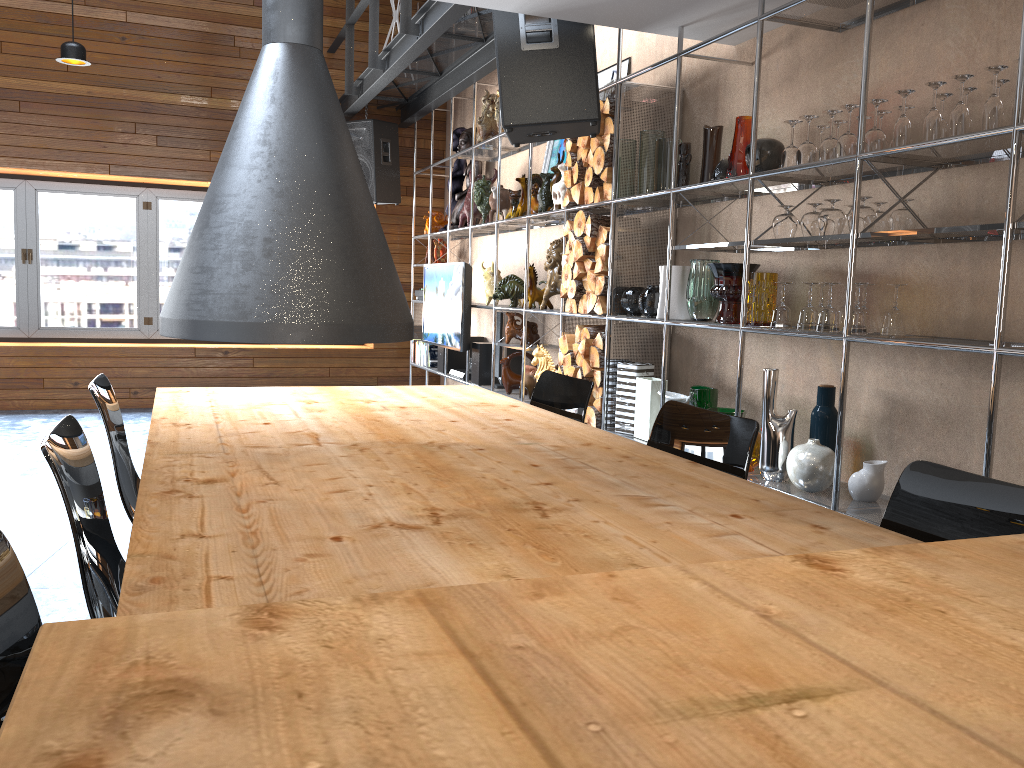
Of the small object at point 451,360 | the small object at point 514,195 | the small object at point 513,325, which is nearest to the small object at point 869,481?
the small object at point 513,325

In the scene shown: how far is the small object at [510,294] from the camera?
5.8m

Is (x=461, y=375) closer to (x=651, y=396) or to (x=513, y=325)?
(x=513, y=325)

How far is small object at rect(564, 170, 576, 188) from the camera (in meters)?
4.77

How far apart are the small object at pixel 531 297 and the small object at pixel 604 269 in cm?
112

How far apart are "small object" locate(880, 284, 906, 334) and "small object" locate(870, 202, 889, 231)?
0.3m

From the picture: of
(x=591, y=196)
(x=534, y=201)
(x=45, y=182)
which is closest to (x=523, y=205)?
(x=534, y=201)

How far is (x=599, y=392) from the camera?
4.5 meters

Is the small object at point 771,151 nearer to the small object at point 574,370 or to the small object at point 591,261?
the small object at point 591,261

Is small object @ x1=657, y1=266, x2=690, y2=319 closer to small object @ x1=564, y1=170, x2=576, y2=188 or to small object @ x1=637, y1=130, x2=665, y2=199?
small object @ x1=637, y1=130, x2=665, y2=199
